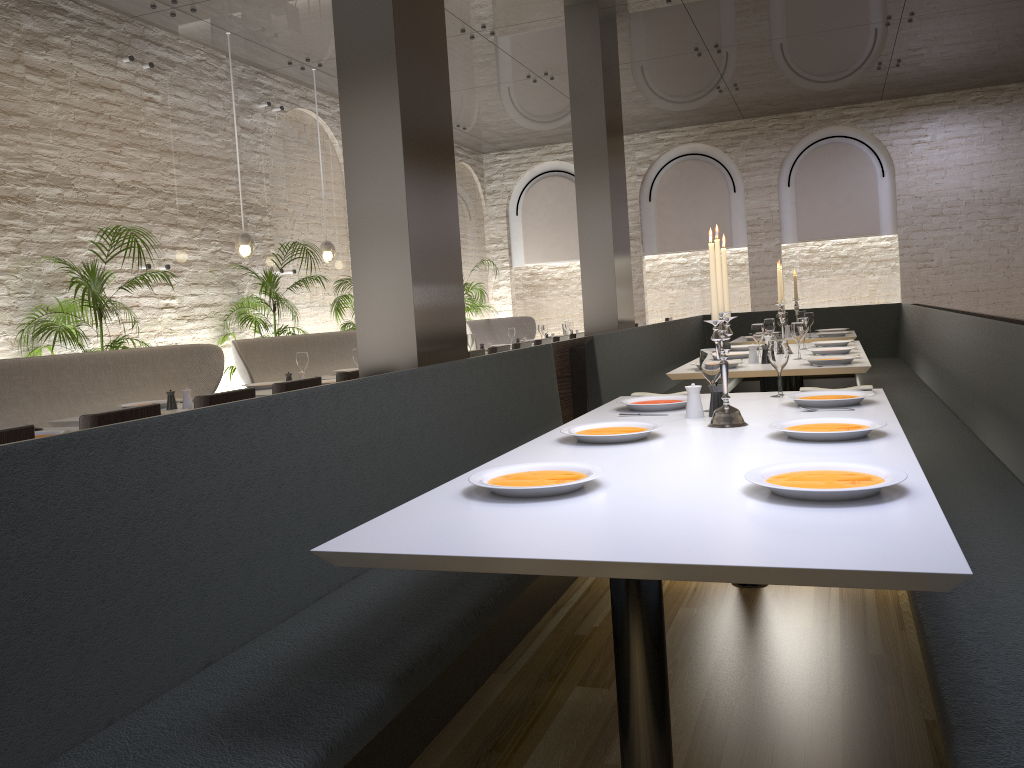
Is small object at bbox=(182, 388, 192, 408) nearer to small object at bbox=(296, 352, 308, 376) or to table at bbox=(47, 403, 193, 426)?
table at bbox=(47, 403, 193, 426)

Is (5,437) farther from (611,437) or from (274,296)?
(274,296)

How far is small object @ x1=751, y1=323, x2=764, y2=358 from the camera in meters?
5.8

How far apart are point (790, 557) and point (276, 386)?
3.3m

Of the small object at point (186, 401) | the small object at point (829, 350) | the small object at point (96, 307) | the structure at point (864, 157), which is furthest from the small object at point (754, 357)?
the structure at point (864, 157)

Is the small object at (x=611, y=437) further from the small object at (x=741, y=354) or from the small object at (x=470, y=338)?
the small object at (x=470, y=338)

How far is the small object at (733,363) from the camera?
5.12m

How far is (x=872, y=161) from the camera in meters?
12.9

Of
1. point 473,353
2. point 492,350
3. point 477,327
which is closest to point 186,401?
point 473,353

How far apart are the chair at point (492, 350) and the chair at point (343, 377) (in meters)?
2.19
